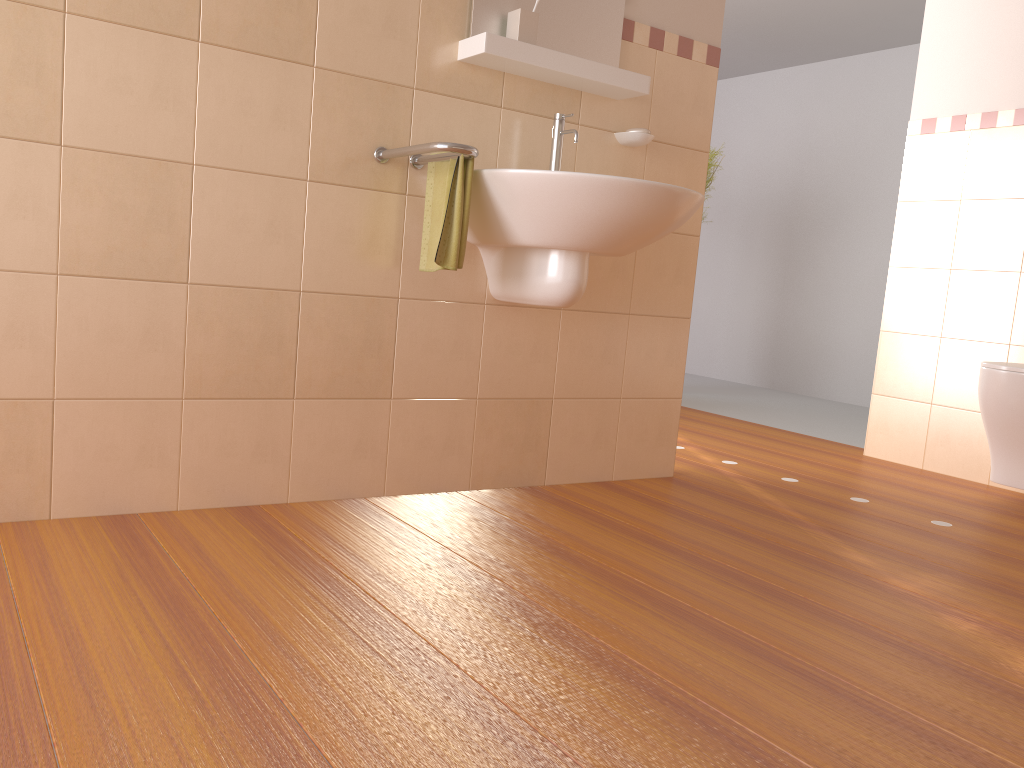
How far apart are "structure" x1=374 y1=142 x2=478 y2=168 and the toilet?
1.85m

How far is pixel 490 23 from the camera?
2.3m

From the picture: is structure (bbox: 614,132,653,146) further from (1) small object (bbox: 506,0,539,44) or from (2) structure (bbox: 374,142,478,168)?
(2) structure (bbox: 374,142,478,168)

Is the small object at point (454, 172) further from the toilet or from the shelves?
the toilet

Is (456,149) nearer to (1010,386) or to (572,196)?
(572,196)

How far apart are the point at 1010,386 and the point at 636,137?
1.41m

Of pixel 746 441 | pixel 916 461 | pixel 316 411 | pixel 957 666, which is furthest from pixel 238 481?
pixel 916 461

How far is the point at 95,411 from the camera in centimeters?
195cm

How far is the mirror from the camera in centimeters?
233cm

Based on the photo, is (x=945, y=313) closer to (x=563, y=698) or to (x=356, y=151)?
(x=356, y=151)
